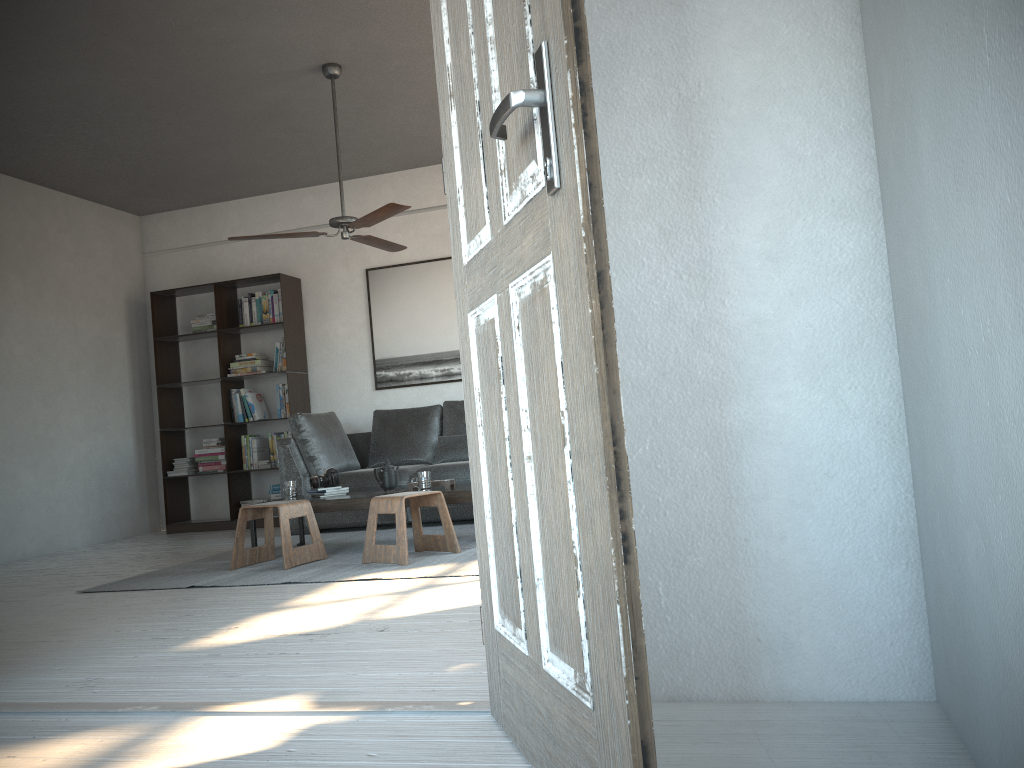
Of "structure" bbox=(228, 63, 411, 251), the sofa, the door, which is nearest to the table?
the sofa

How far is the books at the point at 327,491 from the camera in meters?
5.4

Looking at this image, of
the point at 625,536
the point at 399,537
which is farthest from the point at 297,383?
the point at 625,536

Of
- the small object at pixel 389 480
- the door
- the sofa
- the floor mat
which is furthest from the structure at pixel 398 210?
the door

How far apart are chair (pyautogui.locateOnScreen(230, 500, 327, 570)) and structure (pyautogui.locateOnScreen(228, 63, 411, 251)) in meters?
1.6

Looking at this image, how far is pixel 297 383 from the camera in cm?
749

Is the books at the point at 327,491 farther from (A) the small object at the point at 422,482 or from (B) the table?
(A) the small object at the point at 422,482

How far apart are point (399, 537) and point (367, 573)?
0.3 meters

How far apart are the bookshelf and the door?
5.6m

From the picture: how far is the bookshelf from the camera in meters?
7.5 m
